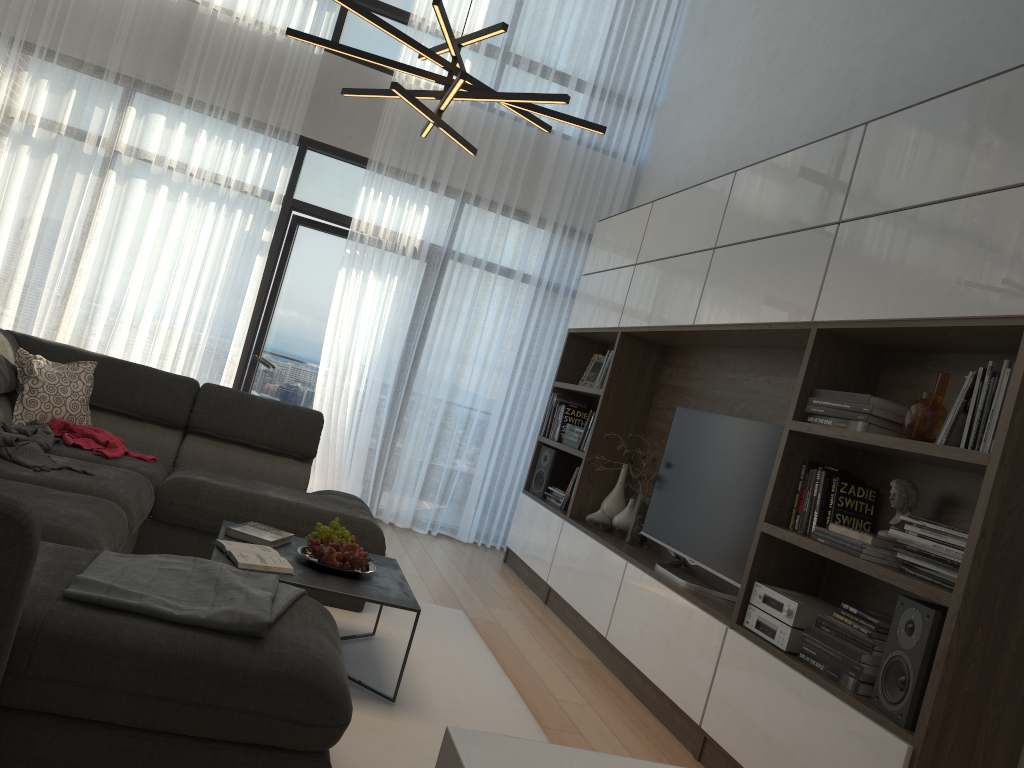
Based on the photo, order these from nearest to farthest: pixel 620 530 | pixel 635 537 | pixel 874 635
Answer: pixel 874 635, pixel 635 537, pixel 620 530

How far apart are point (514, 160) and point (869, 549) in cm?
435

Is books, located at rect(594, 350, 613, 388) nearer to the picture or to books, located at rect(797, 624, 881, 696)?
the picture

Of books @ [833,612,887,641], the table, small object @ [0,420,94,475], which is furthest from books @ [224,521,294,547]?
books @ [833,612,887,641]

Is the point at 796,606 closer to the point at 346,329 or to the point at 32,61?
the point at 346,329

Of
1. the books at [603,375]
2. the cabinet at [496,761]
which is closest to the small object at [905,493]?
the cabinet at [496,761]

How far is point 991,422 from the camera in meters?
2.5

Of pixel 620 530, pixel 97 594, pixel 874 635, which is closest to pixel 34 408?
pixel 97 594

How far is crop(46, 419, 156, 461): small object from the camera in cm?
377

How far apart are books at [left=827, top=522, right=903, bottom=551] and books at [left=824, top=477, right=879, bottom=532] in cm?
15
